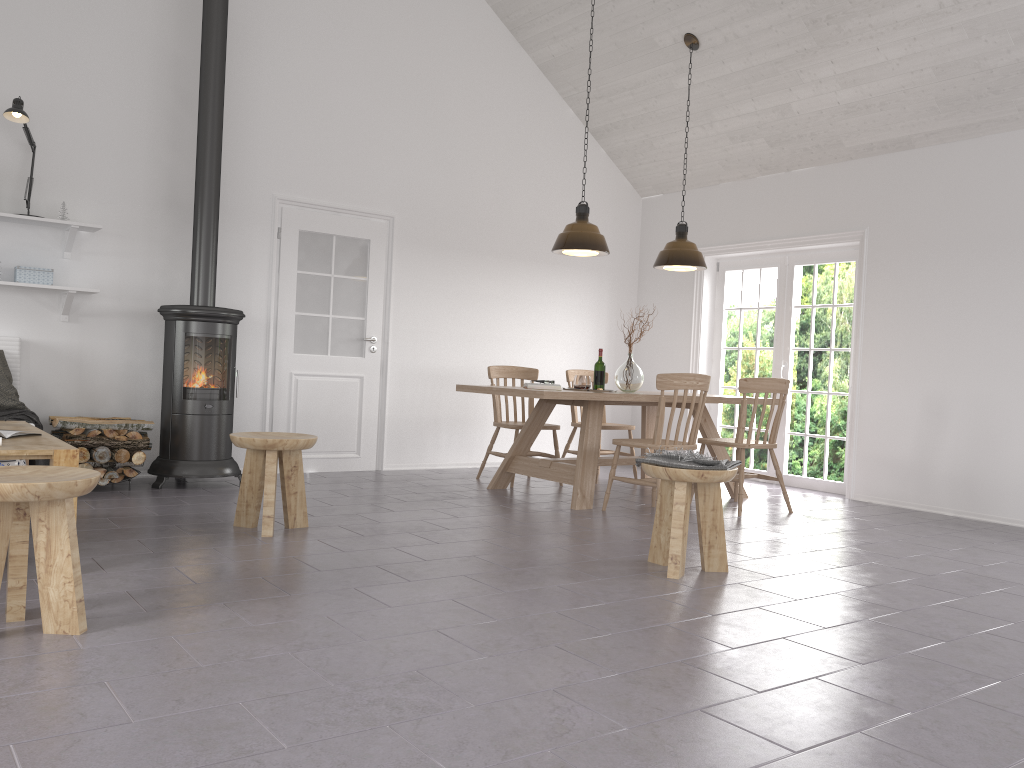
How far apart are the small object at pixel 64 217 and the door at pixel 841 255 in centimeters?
543cm

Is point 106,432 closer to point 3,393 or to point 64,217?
point 3,393

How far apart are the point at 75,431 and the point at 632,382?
3.7m

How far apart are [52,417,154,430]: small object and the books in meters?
1.7

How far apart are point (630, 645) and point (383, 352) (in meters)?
4.71

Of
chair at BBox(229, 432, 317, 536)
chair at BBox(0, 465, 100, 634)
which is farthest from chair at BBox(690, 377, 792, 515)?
chair at BBox(0, 465, 100, 634)

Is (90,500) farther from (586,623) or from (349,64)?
(349,64)

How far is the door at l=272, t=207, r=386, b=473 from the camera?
6.7 meters

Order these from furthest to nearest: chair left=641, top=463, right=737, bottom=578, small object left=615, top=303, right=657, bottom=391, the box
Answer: small object left=615, top=303, right=657, bottom=391, the box, chair left=641, top=463, right=737, bottom=578

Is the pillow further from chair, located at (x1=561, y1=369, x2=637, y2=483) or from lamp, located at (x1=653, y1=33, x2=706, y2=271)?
lamp, located at (x1=653, y1=33, x2=706, y2=271)
